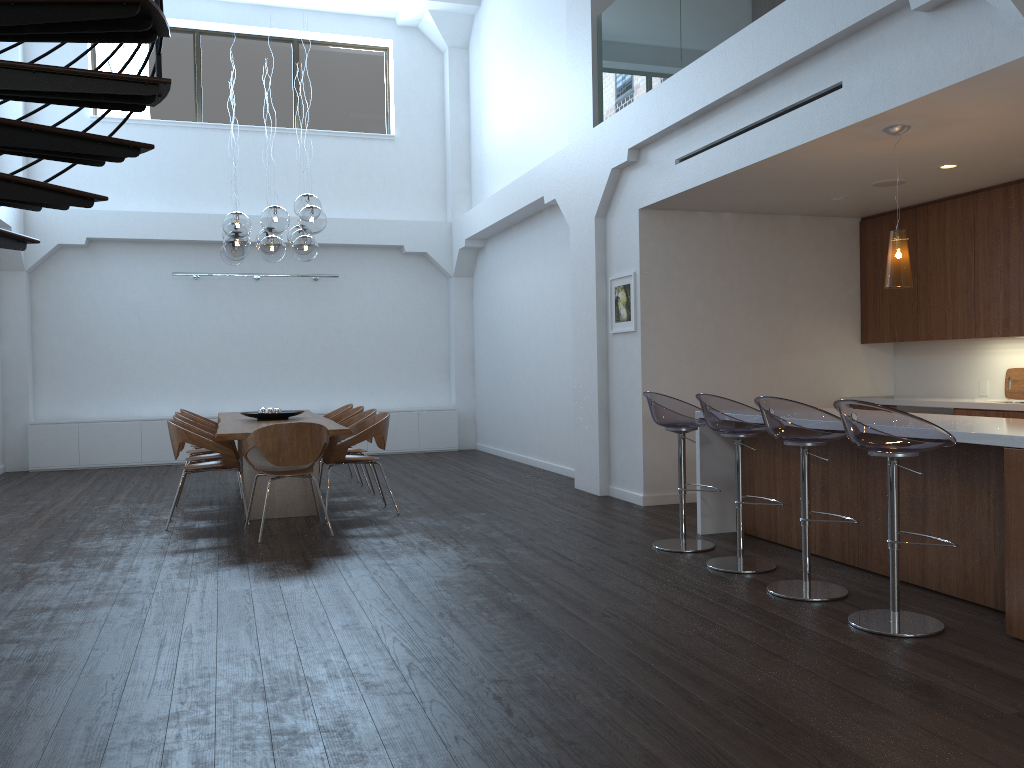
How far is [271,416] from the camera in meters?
8.1

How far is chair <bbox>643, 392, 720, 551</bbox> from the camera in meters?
5.5 m

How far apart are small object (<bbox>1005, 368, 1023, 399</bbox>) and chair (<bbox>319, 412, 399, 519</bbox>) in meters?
5.0 m

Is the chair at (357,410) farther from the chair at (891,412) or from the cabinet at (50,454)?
the chair at (891,412)

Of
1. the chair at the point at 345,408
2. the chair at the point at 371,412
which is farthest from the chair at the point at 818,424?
the chair at the point at 345,408

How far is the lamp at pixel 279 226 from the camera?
7.25m

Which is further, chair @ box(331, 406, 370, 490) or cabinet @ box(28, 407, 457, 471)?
cabinet @ box(28, 407, 457, 471)

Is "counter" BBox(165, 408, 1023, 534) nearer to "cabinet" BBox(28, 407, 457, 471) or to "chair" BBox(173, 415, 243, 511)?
"chair" BBox(173, 415, 243, 511)

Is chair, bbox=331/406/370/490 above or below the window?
below

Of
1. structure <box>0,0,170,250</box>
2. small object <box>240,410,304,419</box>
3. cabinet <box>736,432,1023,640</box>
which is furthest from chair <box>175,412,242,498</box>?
cabinet <box>736,432,1023,640</box>
